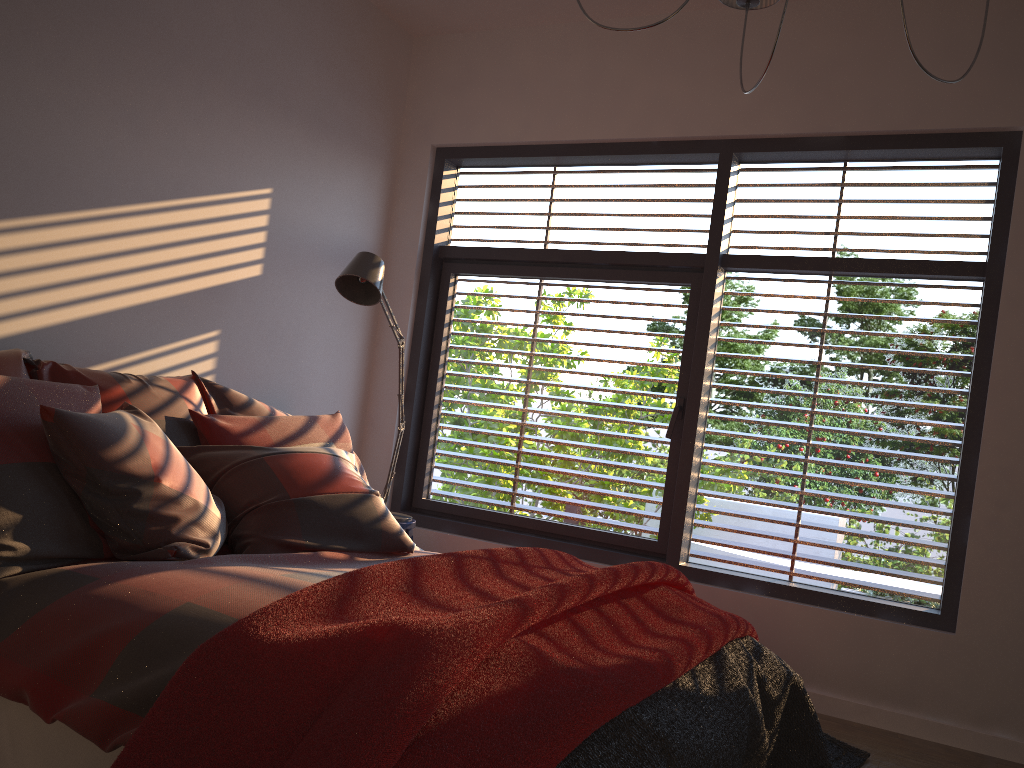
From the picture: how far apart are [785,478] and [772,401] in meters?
0.3

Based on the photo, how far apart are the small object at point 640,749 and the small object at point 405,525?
1.7m

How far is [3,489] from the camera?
2.1 meters

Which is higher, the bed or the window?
the window

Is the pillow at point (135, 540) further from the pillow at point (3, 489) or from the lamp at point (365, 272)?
the lamp at point (365, 272)

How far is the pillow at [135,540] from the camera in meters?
2.3 m

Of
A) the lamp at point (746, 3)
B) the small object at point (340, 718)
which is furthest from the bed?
the lamp at point (746, 3)

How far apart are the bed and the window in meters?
1.2 m

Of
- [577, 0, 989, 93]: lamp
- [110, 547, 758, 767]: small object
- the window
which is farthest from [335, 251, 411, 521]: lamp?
[577, 0, 989, 93]: lamp

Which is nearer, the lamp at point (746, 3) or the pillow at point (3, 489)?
the pillow at point (3, 489)
